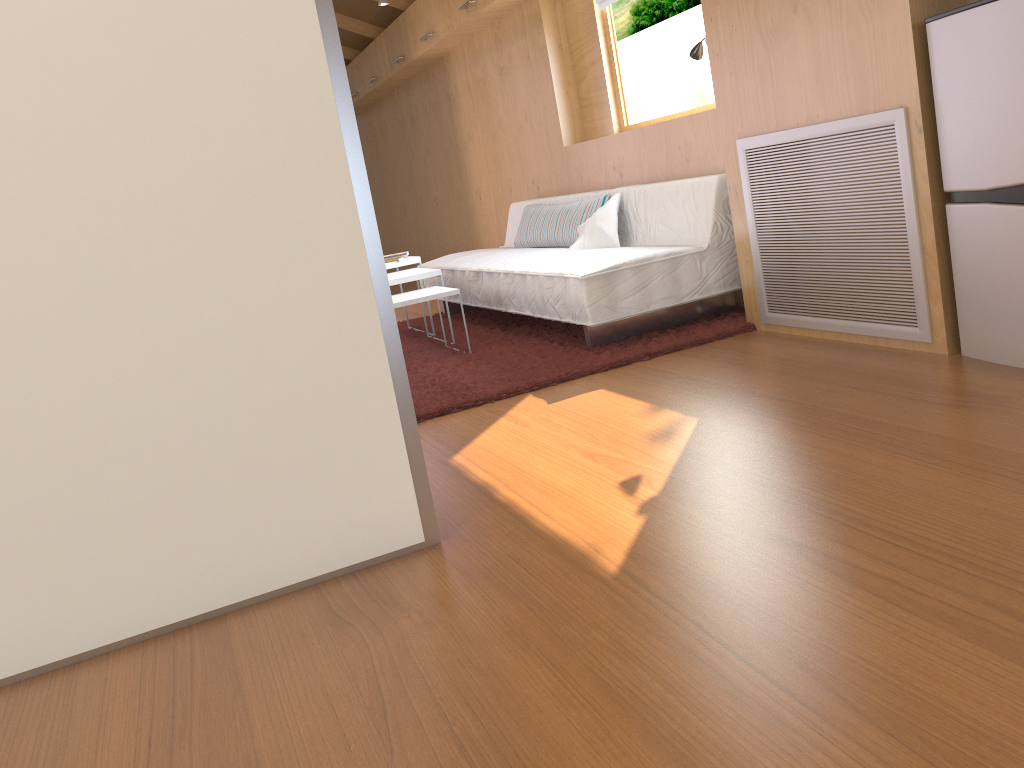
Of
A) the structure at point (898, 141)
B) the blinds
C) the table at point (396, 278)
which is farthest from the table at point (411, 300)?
the blinds

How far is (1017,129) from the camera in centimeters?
224cm

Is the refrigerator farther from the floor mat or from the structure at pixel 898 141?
the floor mat

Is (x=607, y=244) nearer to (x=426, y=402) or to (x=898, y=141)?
(x=426, y=402)

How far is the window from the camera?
4.8m

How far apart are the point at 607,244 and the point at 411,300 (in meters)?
0.99

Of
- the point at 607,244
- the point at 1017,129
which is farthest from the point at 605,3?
the point at 1017,129

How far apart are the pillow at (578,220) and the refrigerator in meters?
2.1 m

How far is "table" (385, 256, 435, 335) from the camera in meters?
4.6 m

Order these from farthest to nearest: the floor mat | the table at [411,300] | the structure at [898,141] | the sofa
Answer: the table at [411,300] < the sofa < the floor mat < the structure at [898,141]
